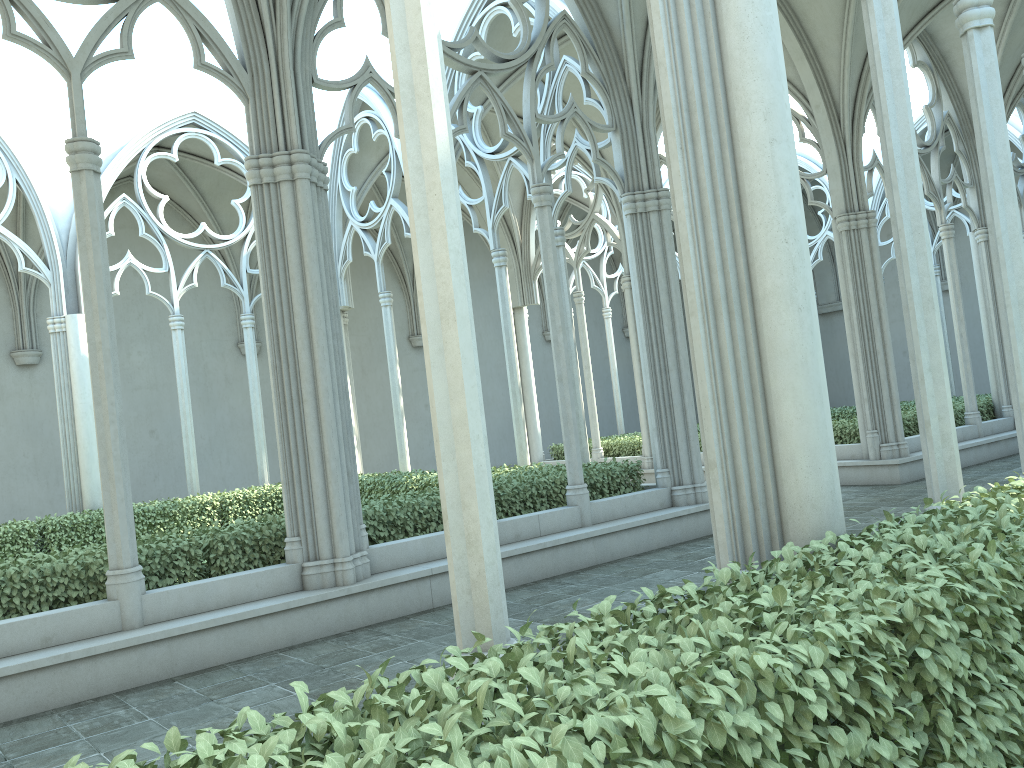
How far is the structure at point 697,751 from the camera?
2.0m

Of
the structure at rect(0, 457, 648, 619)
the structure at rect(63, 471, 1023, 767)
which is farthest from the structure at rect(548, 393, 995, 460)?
the structure at rect(63, 471, 1023, 767)

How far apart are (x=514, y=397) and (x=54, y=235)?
8.0 meters

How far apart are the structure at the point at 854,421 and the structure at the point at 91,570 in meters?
5.2 m

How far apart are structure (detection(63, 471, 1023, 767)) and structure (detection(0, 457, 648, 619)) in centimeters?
517cm

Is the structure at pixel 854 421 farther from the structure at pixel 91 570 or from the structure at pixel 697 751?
the structure at pixel 697 751

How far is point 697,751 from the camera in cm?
195

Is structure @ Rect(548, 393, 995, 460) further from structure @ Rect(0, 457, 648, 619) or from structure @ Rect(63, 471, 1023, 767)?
structure @ Rect(63, 471, 1023, 767)

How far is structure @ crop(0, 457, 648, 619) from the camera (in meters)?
6.82

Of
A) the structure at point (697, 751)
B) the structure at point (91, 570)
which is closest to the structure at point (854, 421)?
the structure at point (91, 570)
